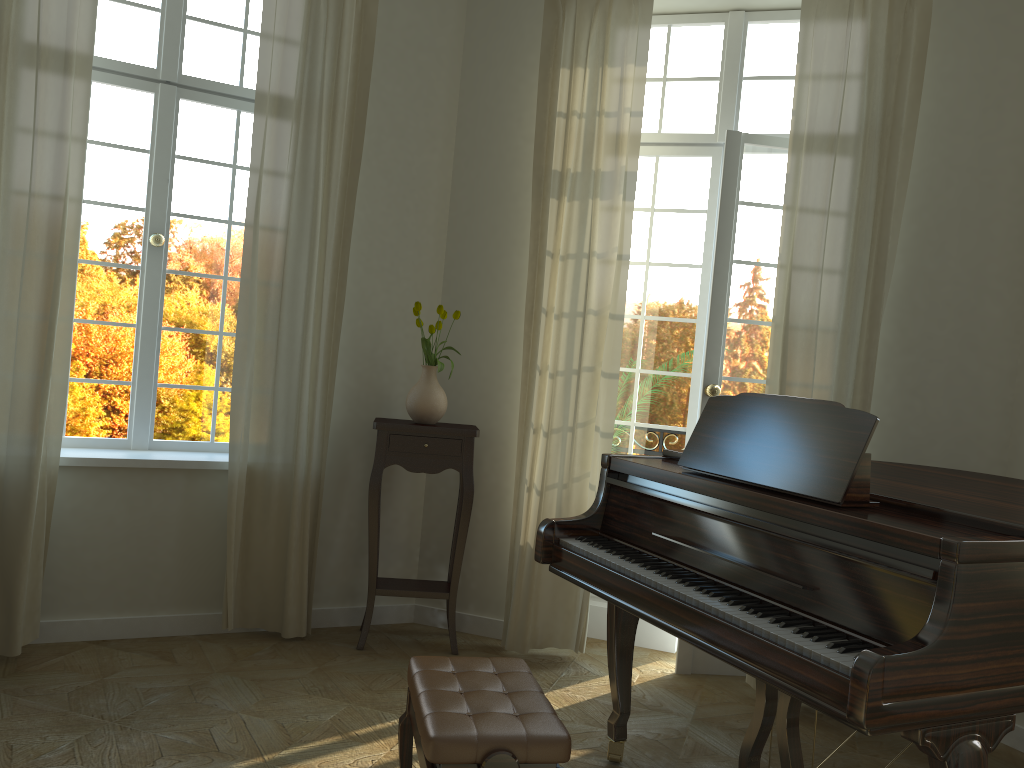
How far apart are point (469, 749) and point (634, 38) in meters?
3.5 m

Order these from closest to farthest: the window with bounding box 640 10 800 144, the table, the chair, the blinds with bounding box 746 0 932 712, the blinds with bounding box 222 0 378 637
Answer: the chair < the blinds with bounding box 746 0 932 712 < the blinds with bounding box 222 0 378 637 < the table < the window with bounding box 640 10 800 144

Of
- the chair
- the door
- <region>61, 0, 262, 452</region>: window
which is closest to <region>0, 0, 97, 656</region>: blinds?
<region>61, 0, 262, 452</region>: window

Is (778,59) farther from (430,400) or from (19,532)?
(19,532)

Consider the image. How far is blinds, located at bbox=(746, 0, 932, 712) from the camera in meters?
3.9 m

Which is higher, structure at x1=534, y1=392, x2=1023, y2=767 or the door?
the door

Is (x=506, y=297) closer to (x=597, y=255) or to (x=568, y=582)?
(x=597, y=255)

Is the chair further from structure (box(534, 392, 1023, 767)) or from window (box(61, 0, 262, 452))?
window (box(61, 0, 262, 452))

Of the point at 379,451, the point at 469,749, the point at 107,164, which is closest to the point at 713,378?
the point at 379,451

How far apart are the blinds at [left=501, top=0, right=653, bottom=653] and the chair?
1.7 meters
